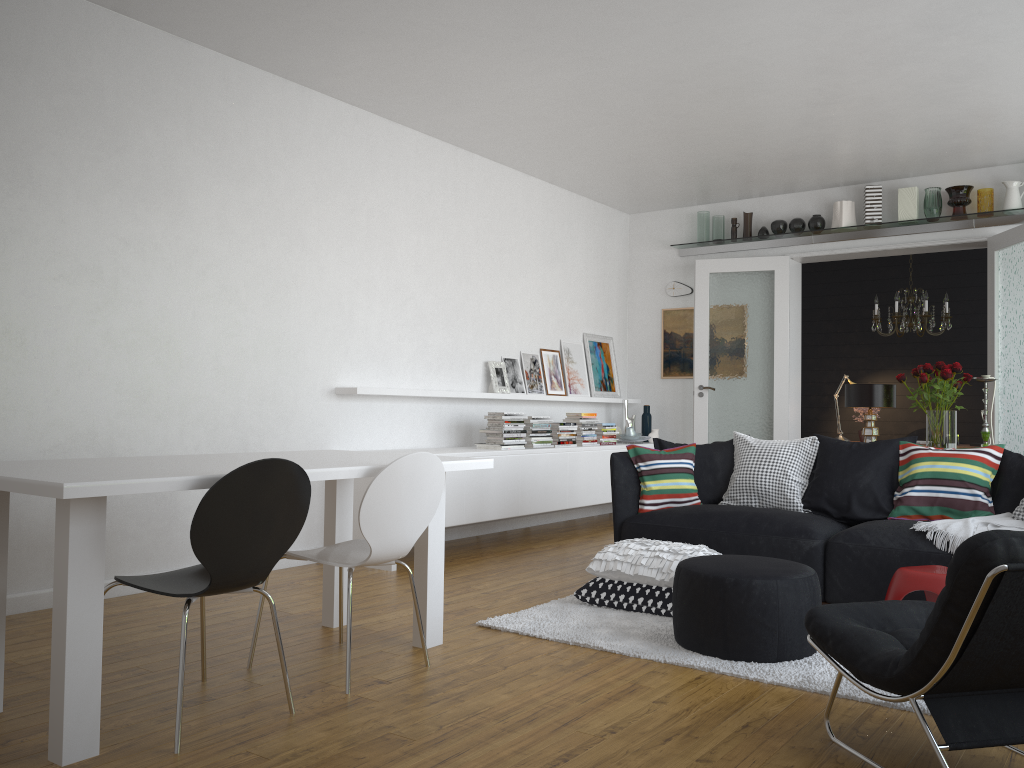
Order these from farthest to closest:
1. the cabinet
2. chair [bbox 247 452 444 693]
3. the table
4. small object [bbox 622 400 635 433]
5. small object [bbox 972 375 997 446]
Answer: small object [bbox 622 400 635 433] → the cabinet → small object [bbox 972 375 997 446] → chair [bbox 247 452 444 693] → the table

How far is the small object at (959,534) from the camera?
4.2 meters

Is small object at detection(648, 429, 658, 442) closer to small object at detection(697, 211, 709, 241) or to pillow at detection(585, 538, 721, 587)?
small object at detection(697, 211, 709, 241)

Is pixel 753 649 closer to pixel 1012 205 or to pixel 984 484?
pixel 984 484

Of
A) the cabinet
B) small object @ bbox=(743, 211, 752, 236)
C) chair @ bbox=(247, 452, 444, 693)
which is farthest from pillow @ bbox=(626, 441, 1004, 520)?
small object @ bbox=(743, 211, 752, 236)

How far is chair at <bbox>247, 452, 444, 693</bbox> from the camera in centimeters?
317cm

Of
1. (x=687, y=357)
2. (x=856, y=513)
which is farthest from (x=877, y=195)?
(x=856, y=513)

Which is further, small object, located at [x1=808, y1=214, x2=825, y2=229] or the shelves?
small object, located at [x1=808, y1=214, x2=825, y2=229]

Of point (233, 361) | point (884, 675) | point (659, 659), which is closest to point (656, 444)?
point (659, 659)

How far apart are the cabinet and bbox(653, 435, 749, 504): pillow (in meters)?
1.29
